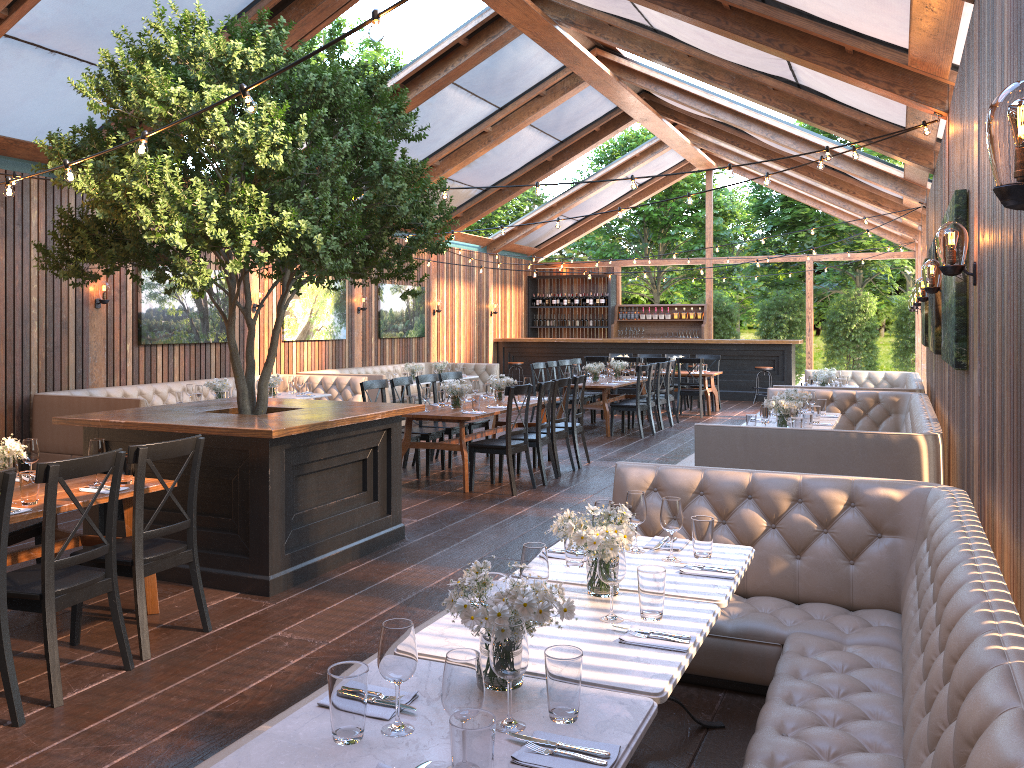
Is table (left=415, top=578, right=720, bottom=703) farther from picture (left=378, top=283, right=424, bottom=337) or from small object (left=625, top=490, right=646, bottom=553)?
picture (left=378, top=283, right=424, bottom=337)

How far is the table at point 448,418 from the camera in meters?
8.4

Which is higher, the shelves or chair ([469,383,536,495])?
the shelves

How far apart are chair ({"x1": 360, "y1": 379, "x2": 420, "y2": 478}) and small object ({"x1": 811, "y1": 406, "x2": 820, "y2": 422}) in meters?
3.9

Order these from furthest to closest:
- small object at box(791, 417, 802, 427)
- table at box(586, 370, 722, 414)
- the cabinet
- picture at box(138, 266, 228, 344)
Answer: the cabinet
table at box(586, 370, 722, 414)
picture at box(138, 266, 228, 344)
small object at box(791, 417, 802, 427)

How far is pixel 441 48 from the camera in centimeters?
1097cm

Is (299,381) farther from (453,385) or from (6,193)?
(6,193)

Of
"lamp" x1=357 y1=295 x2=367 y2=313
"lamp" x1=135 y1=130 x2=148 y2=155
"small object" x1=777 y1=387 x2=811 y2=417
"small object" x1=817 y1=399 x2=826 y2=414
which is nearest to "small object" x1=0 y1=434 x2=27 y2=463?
"lamp" x1=135 y1=130 x2=148 y2=155

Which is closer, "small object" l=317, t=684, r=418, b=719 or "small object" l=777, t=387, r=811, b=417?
"small object" l=317, t=684, r=418, b=719

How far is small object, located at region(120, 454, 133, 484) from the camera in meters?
4.8
